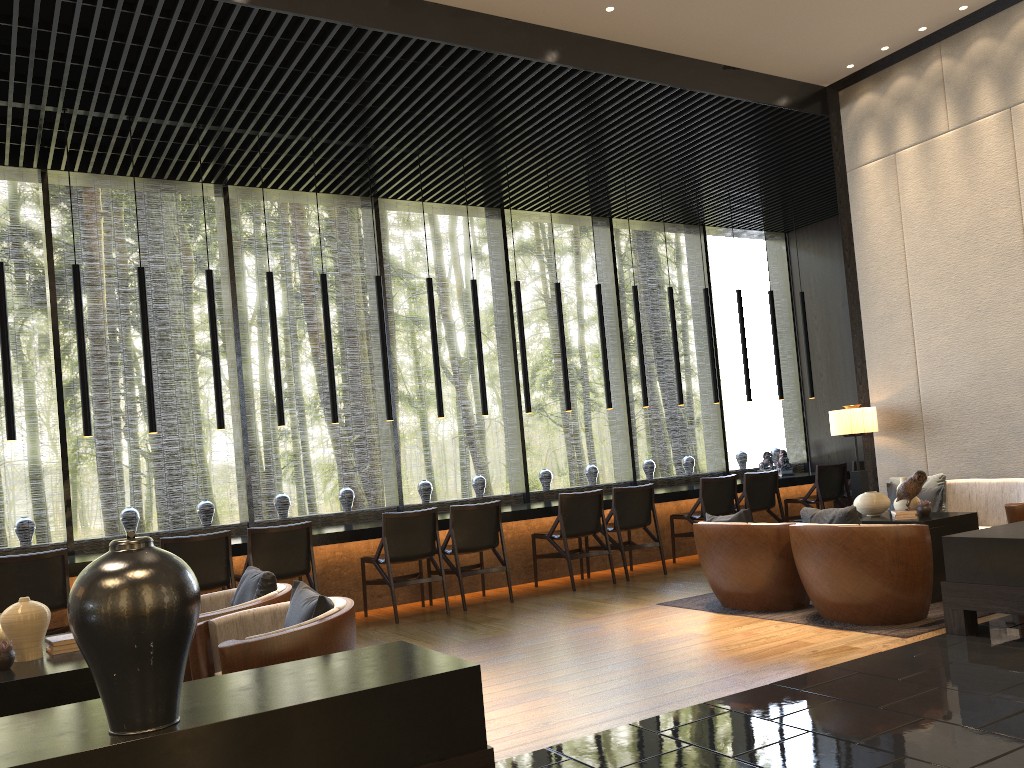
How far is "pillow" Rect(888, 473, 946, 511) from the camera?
6.7 meters

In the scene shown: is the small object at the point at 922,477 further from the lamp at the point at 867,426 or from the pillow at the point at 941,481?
the lamp at the point at 867,426

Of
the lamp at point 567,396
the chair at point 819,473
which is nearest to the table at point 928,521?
the chair at point 819,473

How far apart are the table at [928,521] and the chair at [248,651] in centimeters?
376cm

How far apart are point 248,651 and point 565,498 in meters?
4.6 m

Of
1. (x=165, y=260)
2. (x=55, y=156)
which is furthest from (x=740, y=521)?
(x=55, y=156)

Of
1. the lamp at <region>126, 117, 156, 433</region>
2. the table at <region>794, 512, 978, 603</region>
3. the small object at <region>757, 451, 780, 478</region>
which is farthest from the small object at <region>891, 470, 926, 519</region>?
the lamp at <region>126, 117, 156, 433</region>

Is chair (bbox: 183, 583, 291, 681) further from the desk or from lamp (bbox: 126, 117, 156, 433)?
lamp (bbox: 126, 117, 156, 433)

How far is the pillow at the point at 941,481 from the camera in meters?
6.7 m

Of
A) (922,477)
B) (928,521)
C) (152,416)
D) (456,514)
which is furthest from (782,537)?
(152,416)
